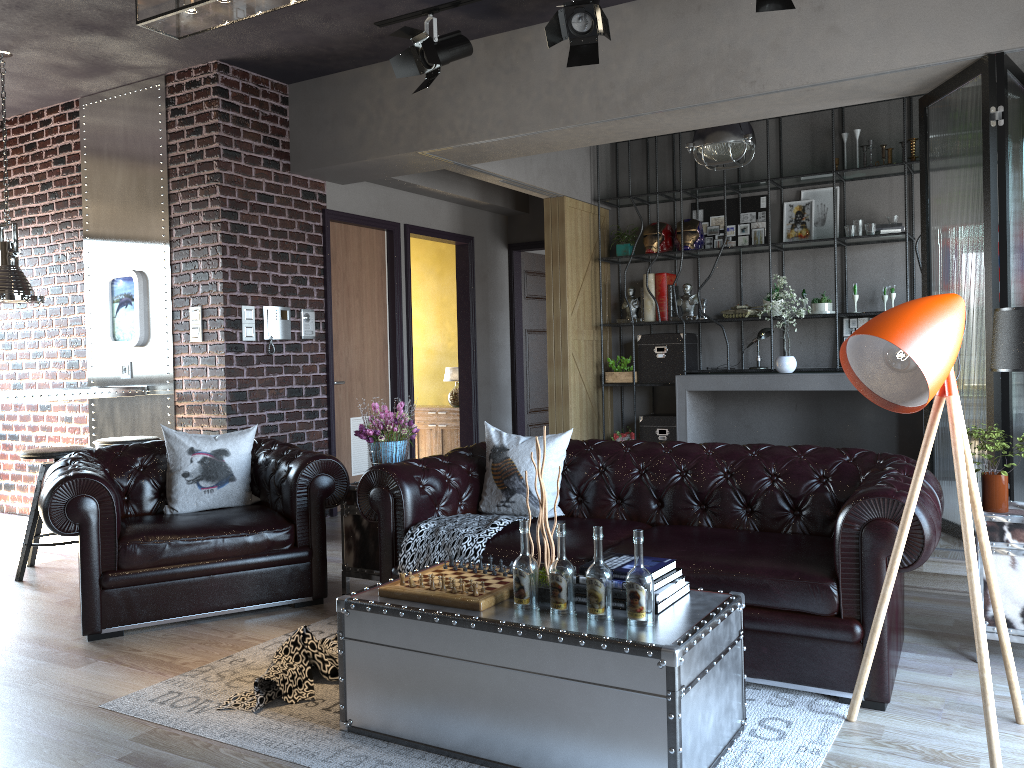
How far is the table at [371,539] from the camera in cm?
477

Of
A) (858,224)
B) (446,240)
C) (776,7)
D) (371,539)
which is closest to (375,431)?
(371,539)

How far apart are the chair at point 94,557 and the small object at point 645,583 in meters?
2.4

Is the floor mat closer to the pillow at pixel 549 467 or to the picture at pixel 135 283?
the pillow at pixel 549 467

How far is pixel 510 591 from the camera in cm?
303

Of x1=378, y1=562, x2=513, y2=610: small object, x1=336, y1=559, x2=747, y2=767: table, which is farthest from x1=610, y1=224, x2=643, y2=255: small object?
x1=336, y1=559, x2=747, y2=767: table

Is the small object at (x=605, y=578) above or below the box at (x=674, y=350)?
below

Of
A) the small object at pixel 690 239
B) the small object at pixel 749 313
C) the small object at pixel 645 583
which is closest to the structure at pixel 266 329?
the small object at pixel 690 239

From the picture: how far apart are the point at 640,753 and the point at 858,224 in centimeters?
619cm

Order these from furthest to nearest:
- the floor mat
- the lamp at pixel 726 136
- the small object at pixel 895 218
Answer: the small object at pixel 895 218, the lamp at pixel 726 136, the floor mat
